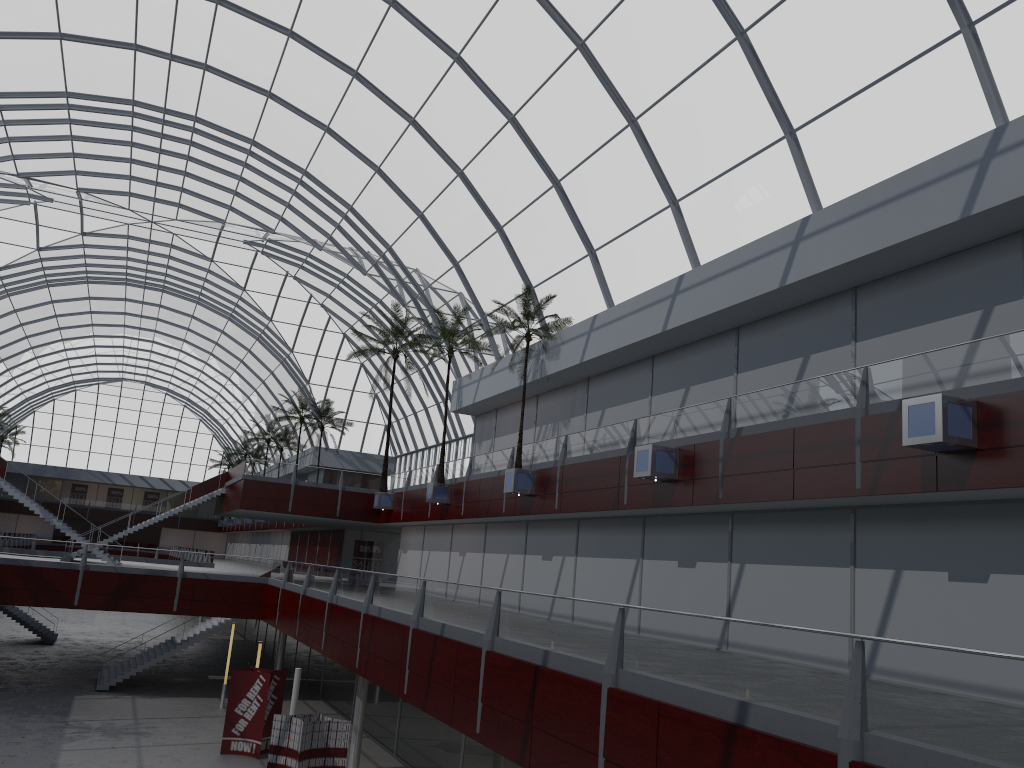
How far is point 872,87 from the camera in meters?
22.7
